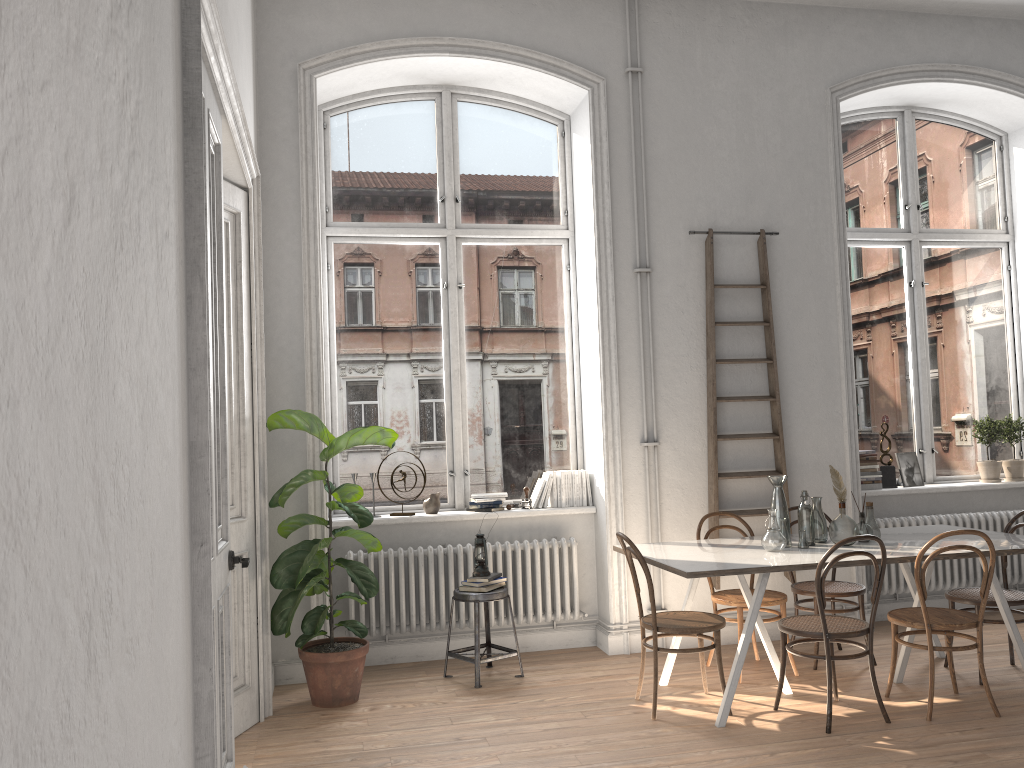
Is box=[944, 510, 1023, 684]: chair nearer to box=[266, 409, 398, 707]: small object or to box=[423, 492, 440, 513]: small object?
box=[423, 492, 440, 513]: small object

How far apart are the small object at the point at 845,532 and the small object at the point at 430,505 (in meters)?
2.47

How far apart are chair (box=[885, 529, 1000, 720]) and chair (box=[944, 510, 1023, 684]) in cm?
36

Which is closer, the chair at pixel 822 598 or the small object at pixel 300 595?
the chair at pixel 822 598

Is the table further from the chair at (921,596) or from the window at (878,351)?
Answer: the window at (878,351)

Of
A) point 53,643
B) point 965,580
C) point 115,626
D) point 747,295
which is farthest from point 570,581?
point 53,643

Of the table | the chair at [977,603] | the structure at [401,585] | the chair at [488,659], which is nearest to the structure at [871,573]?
the table

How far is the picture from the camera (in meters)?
6.62

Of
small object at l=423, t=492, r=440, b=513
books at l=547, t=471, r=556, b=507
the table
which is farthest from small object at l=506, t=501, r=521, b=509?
the table

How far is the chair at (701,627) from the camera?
4.4m
